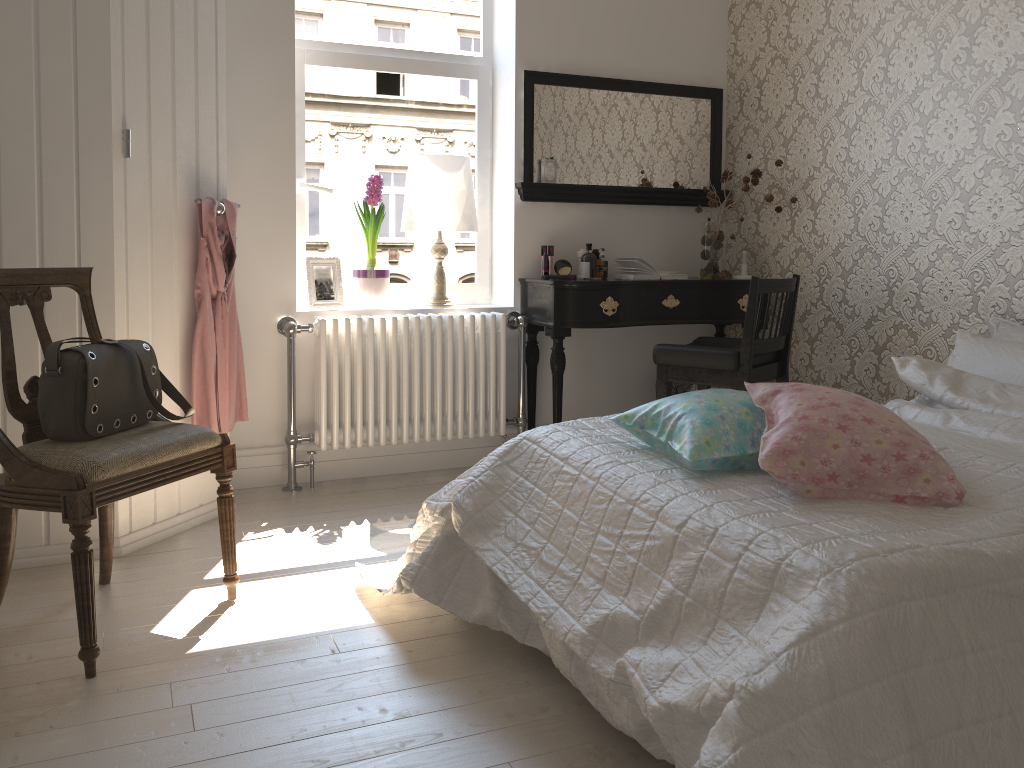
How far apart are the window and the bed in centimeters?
160cm

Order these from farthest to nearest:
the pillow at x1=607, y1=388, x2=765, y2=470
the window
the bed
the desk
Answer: the window < the desk < the pillow at x1=607, y1=388, x2=765, y2=470 < the bed

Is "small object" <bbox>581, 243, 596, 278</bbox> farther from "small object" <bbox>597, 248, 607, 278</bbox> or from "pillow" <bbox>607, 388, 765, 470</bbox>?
"pillow" <bbox>607, 388, 765, 470</bbox>

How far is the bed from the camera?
1.2m

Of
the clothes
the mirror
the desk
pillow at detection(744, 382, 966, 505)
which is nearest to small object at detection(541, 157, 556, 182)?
the mirror

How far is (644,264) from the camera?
3.8 meters

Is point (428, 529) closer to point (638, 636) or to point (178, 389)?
point (638, 636)

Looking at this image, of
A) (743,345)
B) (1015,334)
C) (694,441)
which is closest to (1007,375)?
(1015,334)

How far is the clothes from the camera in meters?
2.9 m

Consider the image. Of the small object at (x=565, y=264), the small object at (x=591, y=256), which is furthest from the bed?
the small object at (x=565, y=264)
